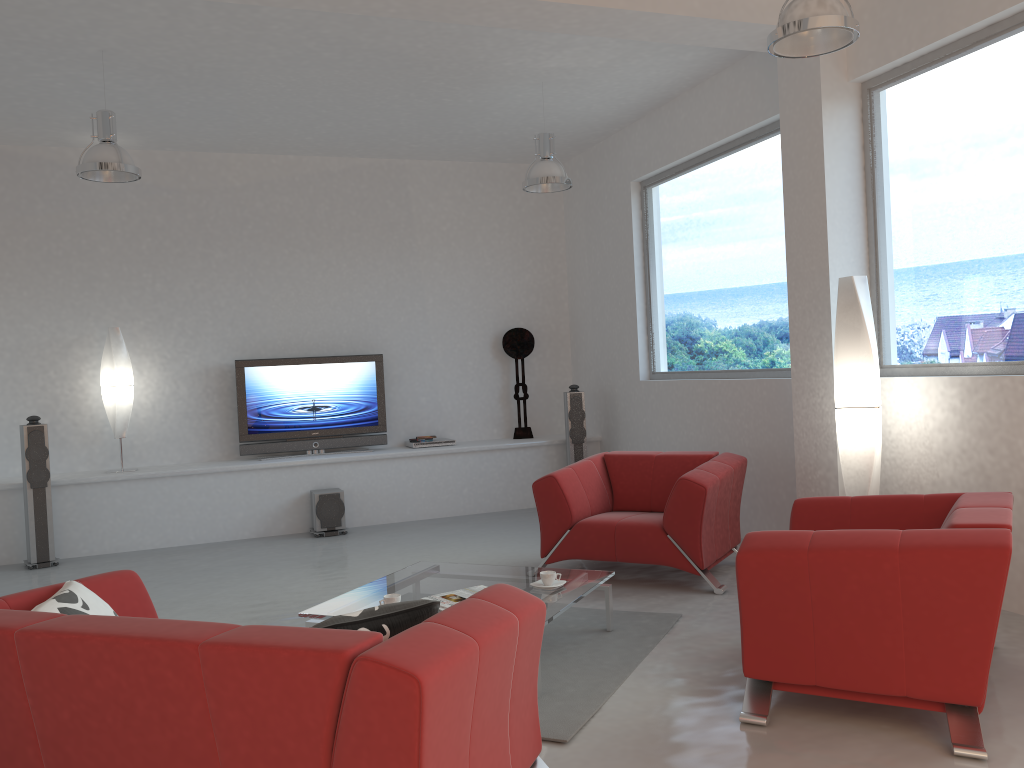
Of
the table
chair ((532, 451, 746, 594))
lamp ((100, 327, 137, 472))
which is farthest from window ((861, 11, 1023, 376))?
lamp ((100, 327, 137, 472))

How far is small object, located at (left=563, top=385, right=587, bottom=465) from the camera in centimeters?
843cm

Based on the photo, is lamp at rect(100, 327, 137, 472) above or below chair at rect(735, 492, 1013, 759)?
above

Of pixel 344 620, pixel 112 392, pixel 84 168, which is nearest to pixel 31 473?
pixel 112 392

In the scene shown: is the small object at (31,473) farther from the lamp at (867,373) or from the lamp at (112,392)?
the lamp at (867,373)

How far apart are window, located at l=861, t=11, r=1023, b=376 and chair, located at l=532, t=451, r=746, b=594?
1.0 meters

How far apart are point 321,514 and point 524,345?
2.7m

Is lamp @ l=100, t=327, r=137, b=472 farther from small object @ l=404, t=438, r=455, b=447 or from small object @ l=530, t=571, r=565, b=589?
small object @ l=530, t=571, r=565, b=589

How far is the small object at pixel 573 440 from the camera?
8.43m

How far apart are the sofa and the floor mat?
0.4m
